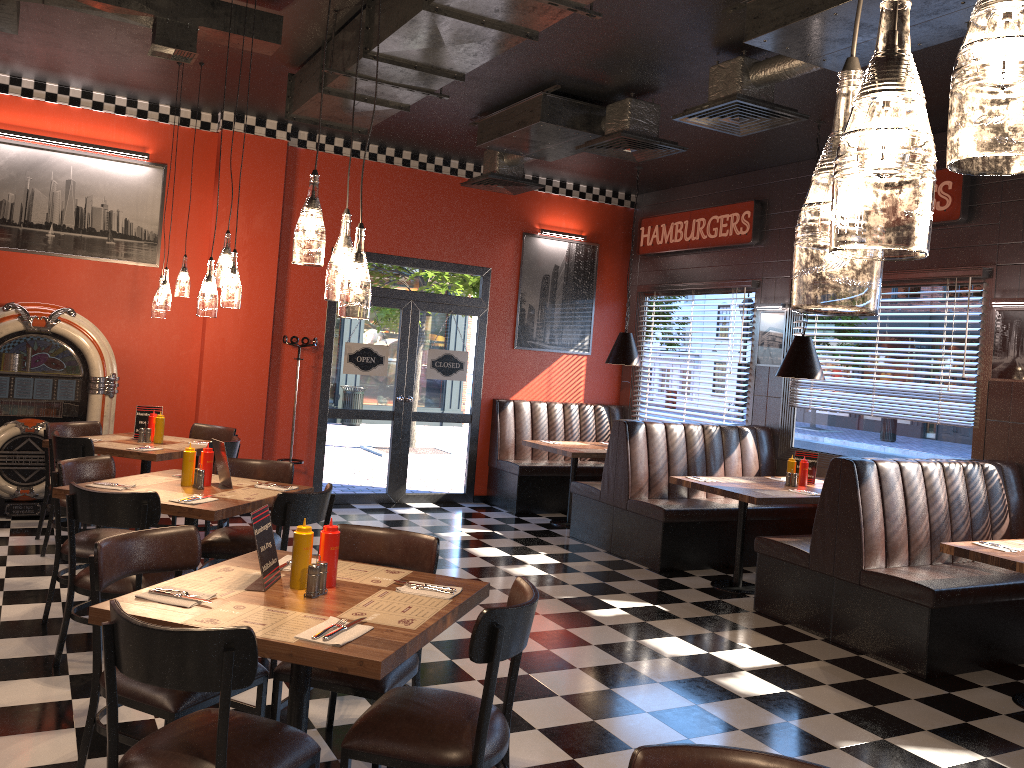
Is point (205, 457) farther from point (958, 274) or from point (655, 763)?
point (958, 274)

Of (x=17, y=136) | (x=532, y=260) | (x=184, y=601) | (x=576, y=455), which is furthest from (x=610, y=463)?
(x=17, y=136)

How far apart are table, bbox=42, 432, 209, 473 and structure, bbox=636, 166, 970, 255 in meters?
5.6 m

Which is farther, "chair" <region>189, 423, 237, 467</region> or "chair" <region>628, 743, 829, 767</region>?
"chair" <region>189, 423, 237, 467</region>

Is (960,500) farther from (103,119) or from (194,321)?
(103,119)

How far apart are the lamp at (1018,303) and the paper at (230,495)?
5.2m

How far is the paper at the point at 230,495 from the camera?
4.7 meters

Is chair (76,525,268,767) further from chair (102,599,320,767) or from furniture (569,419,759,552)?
furniture (569,419,759,552)

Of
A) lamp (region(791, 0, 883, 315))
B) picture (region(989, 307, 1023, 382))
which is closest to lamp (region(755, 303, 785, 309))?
picture (region(989, 307, 1023, 382))

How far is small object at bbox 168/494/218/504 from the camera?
4.4 meters
